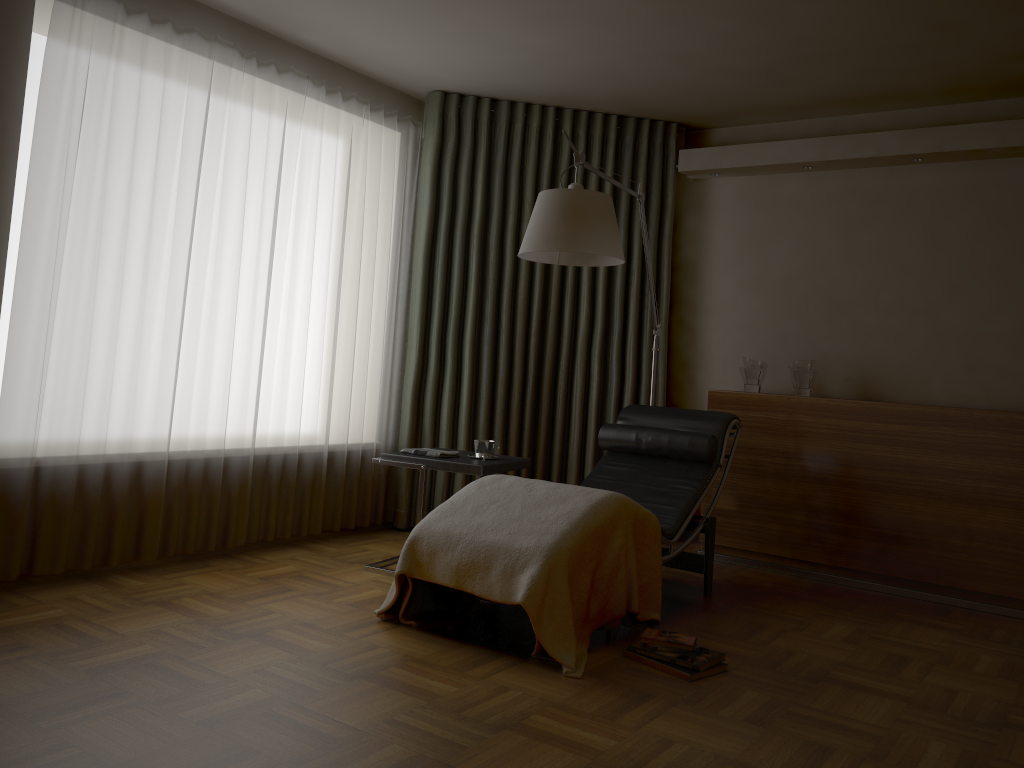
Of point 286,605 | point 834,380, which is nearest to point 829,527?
point 834,380

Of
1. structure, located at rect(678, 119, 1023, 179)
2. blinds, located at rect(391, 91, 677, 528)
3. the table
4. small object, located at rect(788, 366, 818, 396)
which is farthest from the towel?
structure, located at rect(678, 119, 1023, 179)

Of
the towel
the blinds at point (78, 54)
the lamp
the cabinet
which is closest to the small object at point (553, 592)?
the towel

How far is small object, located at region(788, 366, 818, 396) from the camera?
4.6 meters

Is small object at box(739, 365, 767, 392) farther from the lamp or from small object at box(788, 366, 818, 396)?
the lamp

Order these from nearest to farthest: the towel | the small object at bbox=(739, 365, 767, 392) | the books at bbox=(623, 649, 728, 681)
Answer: the books at bbox=(623, 649, 728, 681) < the towel < the small object at bbox=(739, 365, 767, 392)

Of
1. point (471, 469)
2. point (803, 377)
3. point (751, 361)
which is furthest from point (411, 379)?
point (803, 377)

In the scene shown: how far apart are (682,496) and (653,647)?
1.03m

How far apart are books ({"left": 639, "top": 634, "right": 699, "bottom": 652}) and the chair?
0.3 meters

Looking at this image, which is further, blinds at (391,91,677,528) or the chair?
blinds at (391,91,677,528)
